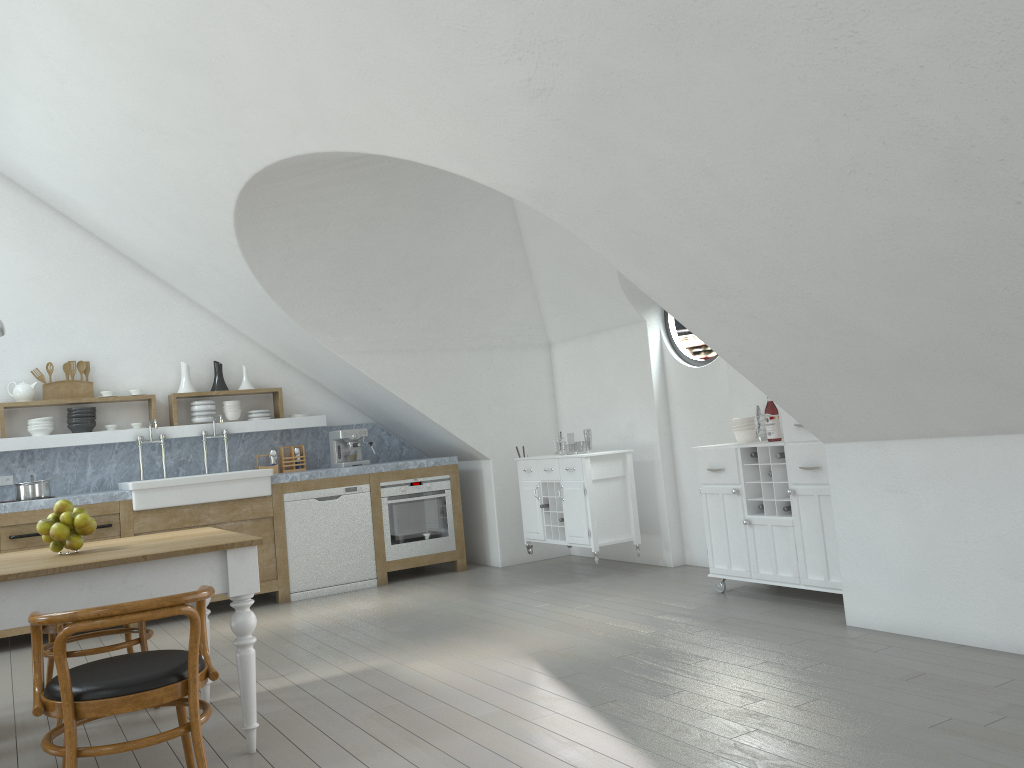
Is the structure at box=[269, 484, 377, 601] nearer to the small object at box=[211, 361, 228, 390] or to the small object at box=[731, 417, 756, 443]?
the small object at box=[211, 361, 228, 390]

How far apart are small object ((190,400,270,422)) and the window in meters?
3.4

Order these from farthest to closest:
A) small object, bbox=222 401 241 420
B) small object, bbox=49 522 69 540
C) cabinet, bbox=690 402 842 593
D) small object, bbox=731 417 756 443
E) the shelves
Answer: small object, bbox=222 401 241 420 < the shelves < small object, bbox=731 417 756 443 < cabinet, bbox=690 402 842 593 < small object, bbox=49 522 69 540

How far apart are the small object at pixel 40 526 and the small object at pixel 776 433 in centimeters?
387cm

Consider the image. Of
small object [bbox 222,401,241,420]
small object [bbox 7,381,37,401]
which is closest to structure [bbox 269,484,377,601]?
small object [bbox 222,401,241,420]

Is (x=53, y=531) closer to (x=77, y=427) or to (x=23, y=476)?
(x=77, y=427)

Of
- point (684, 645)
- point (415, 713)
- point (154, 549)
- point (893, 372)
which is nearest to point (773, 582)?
point (684, 645)

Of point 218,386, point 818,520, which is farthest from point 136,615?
point 218,386

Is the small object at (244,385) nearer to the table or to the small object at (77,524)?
the table

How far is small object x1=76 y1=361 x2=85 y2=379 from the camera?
6.97m
